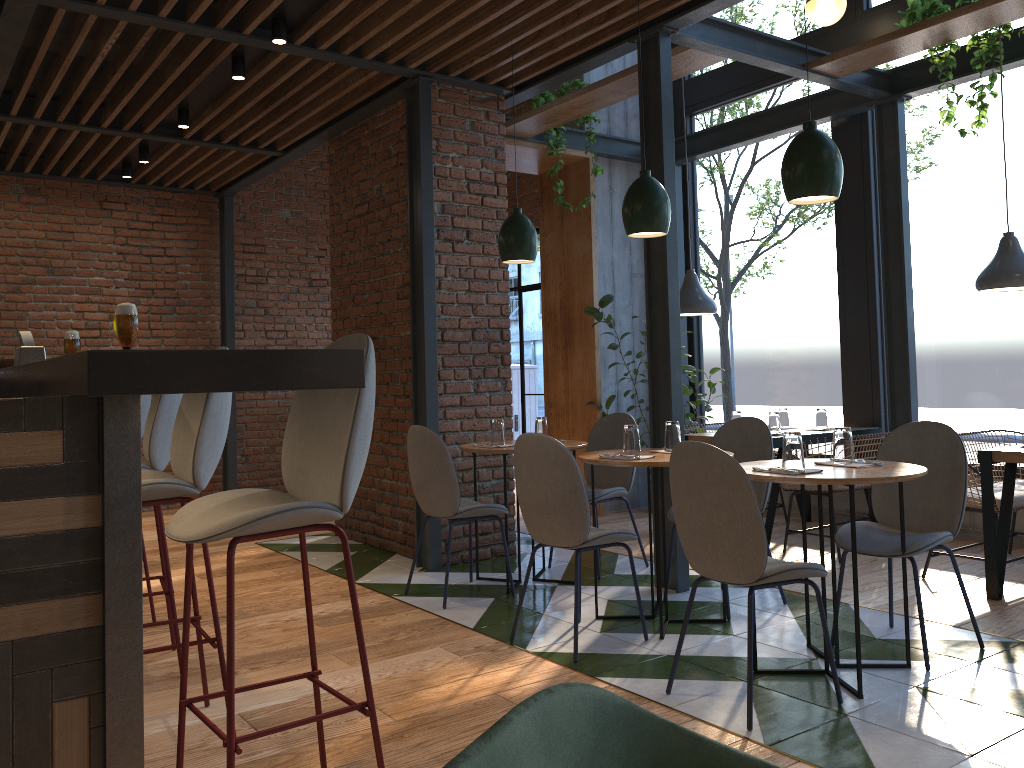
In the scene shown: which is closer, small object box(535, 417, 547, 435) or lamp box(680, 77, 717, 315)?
small object box(535, 417, 547, 435)

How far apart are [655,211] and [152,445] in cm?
232

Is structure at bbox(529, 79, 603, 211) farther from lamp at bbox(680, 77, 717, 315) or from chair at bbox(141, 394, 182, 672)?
chair at bbox(141, 394, 182, 672)

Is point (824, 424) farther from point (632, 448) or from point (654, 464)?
point (654, 464)

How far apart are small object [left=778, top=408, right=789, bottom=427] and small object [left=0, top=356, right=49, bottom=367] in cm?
474

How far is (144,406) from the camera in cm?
416

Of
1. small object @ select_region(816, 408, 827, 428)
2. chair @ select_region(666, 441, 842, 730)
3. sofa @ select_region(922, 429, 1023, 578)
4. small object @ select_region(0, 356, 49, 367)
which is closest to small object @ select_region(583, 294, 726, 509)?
small object @ select_region(816, 408, 827, 428)

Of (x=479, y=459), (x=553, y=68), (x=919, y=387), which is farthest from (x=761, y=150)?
(x=479, y=459)

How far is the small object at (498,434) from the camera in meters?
4.7

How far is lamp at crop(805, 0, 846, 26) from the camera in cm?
587
